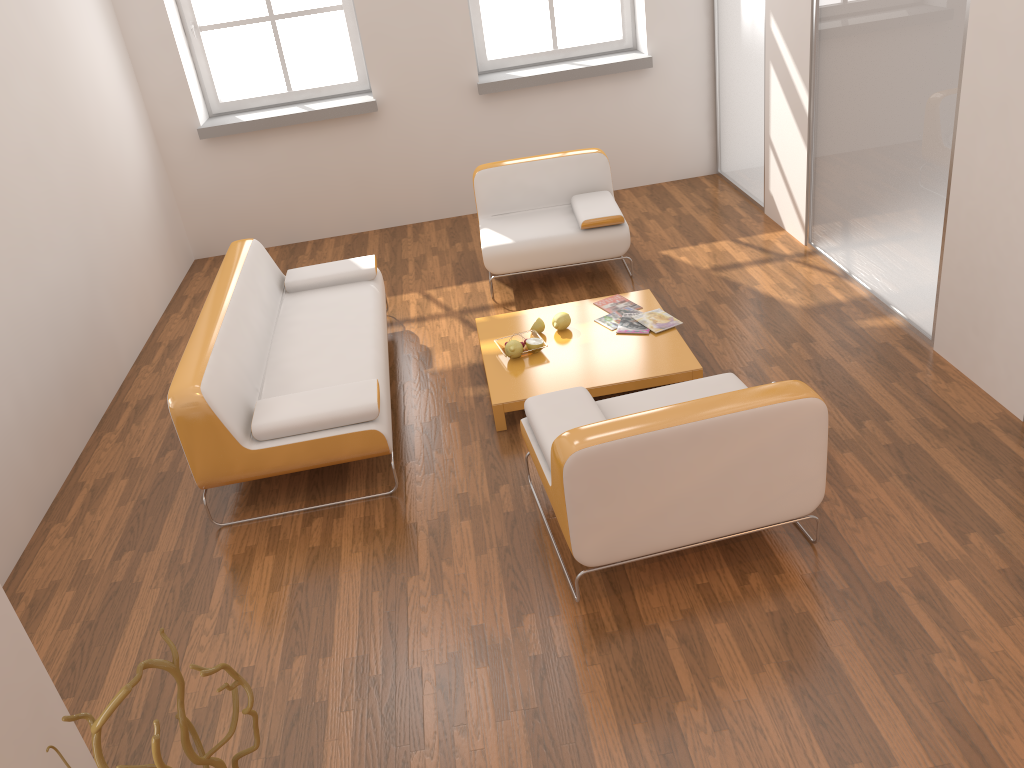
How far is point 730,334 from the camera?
4.73m

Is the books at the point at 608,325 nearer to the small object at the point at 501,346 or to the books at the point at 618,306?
the books at the point at 618,306

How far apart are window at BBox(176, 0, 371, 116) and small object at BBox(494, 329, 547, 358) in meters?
3.3

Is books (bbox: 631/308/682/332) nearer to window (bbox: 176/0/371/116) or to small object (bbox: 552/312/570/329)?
small object (bbox: 552/312/570/329)

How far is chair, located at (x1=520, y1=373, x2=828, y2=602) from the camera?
2.82m

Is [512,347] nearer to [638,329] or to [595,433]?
[638,329]

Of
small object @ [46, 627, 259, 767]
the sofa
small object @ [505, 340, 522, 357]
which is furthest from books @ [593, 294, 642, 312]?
small object @ [46, 627, 259, 767]

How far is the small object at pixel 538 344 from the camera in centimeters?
446cm

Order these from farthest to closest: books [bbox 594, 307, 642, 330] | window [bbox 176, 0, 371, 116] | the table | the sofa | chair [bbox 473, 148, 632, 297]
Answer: window [bbox 176, 0, 371, 116], chair [bbox 473, 148, 632, 297], books [bbox 594, 307, 642, 330], the table, the sofa

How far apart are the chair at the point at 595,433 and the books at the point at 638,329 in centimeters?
95cm
